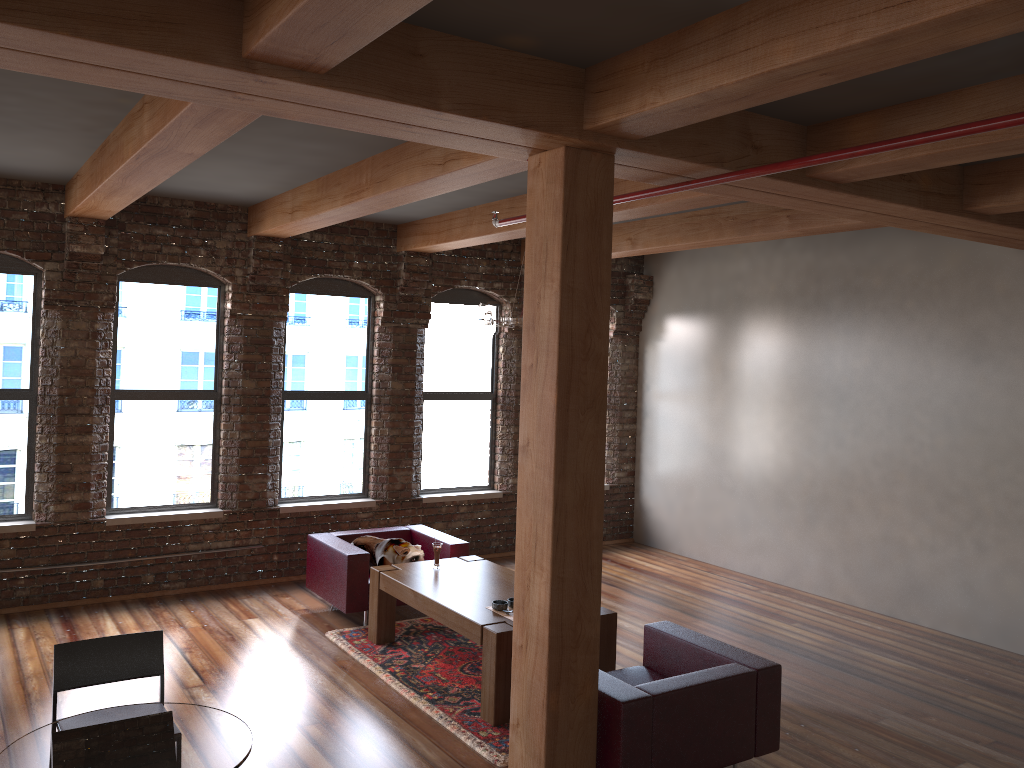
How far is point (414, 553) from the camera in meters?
7.1 m

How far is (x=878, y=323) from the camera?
7.8m

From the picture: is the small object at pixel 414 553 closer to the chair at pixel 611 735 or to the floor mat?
the floor mat

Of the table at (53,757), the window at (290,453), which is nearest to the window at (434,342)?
the window at (290,453)

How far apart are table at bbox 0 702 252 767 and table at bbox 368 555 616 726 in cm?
235

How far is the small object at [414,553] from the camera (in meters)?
7.07

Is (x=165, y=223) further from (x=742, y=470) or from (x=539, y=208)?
(x=742, y=470)

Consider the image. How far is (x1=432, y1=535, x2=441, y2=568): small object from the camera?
6.6 meters

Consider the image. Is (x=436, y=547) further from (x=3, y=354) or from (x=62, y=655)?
(x=3, y=354)

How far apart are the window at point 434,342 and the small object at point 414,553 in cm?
163
